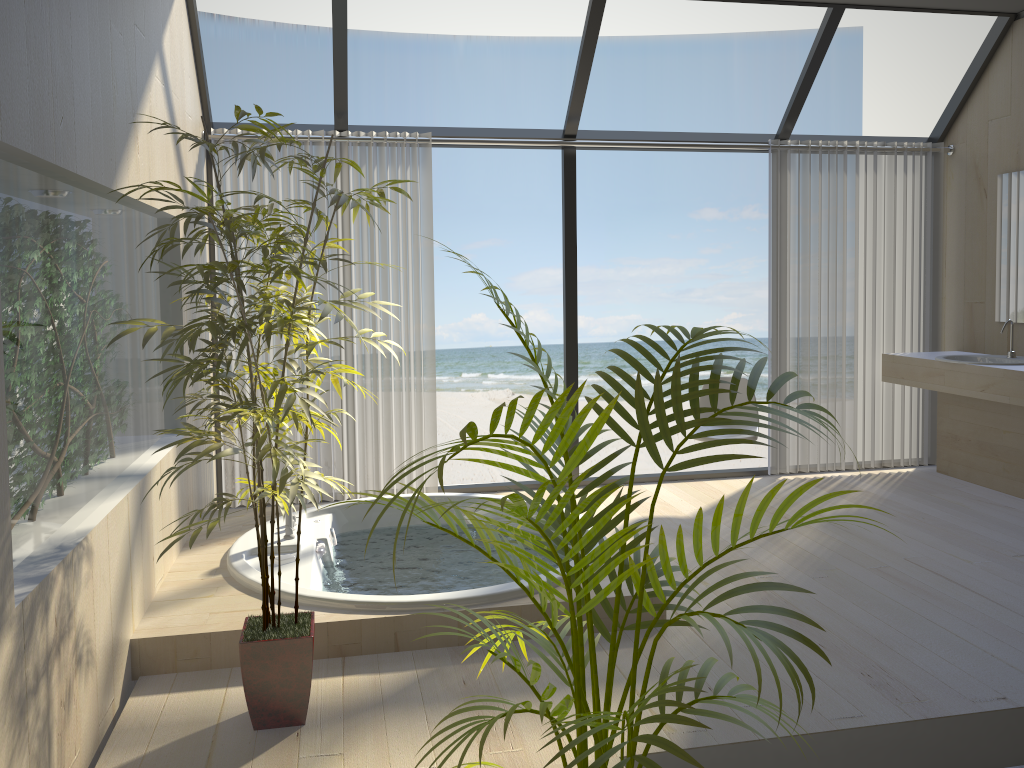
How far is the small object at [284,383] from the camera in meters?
2.3 m

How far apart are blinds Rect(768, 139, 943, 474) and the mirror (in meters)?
0.45

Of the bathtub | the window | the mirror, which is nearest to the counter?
the mirror

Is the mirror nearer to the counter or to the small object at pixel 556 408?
the counter

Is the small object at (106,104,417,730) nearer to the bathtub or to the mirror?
the bathtub

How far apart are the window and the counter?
0.9 meters

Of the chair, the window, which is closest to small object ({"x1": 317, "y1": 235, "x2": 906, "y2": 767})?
the window

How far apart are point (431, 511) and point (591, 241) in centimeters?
1428cm

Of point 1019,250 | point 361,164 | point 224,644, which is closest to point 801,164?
point 1019,250

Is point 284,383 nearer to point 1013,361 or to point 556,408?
point 556,408
